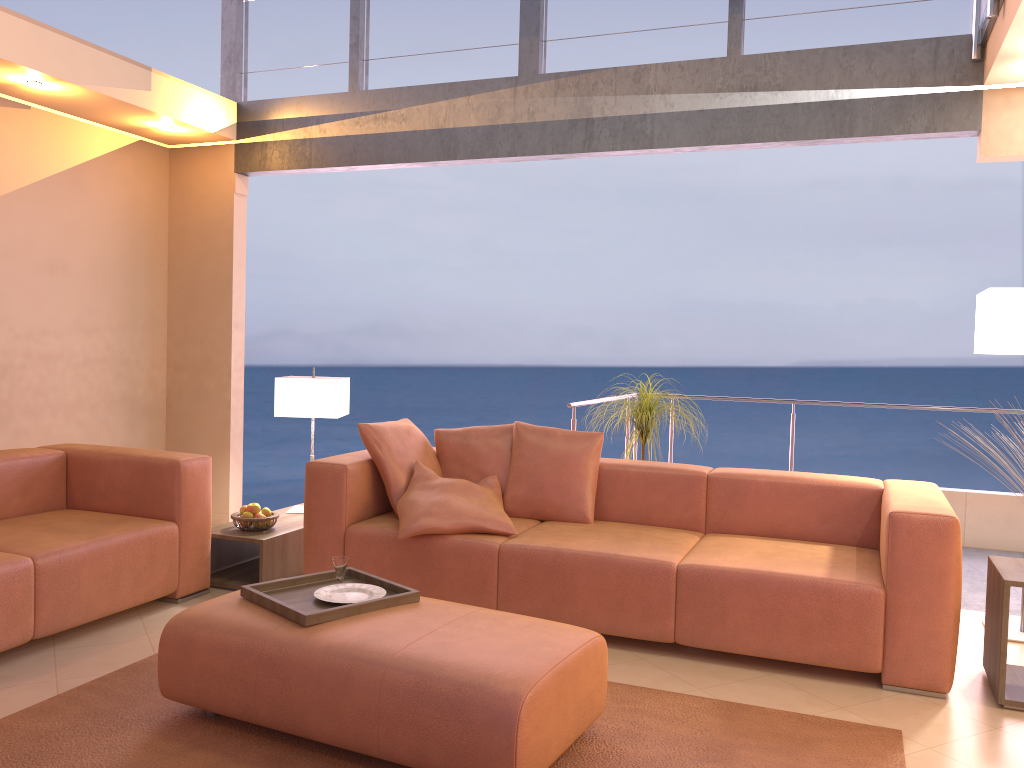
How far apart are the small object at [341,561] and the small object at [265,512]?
1.4m

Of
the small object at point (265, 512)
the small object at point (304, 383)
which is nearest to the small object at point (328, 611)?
the small object at point (265, 512)

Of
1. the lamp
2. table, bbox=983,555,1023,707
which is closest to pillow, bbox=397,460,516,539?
table, bbox=983,555,1023,707

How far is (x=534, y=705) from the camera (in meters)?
2.31

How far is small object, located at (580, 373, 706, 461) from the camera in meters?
4.7 m

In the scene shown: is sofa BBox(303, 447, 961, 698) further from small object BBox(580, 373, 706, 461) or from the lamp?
the lamp

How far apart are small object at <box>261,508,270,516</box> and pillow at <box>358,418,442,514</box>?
0.7m

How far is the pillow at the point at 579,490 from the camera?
4.2m

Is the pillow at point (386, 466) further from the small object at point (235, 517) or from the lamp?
the lamp

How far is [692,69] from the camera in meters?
4.6 m
